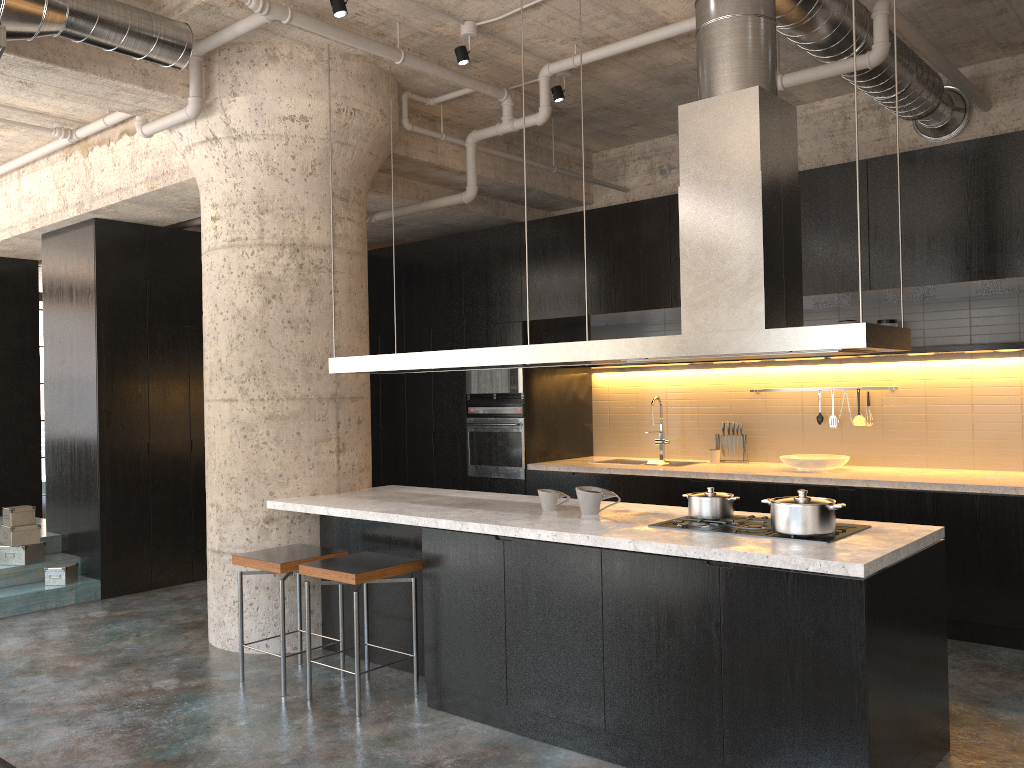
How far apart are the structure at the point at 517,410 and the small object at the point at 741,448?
1.66m

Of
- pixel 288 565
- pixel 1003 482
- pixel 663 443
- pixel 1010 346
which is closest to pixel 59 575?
pixel 288 565

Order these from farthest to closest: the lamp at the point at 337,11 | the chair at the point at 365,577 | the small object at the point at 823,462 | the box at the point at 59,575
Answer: the box at the point at 59,575
the small object at the point at 823,462
the lamp at the point at 337,11
the chair at the point at 365,577

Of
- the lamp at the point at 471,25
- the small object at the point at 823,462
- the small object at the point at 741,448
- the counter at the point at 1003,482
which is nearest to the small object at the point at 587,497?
the counter at the point at 1003,482

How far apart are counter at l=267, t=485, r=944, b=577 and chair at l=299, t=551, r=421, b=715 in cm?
22

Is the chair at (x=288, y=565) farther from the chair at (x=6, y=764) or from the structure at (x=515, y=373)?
the structure at (x=515, y=373)

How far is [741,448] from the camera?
7.2 meters

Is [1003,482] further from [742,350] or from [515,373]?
[515,373]

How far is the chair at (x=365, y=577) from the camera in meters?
4.3 m

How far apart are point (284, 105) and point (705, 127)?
2.7 meters
